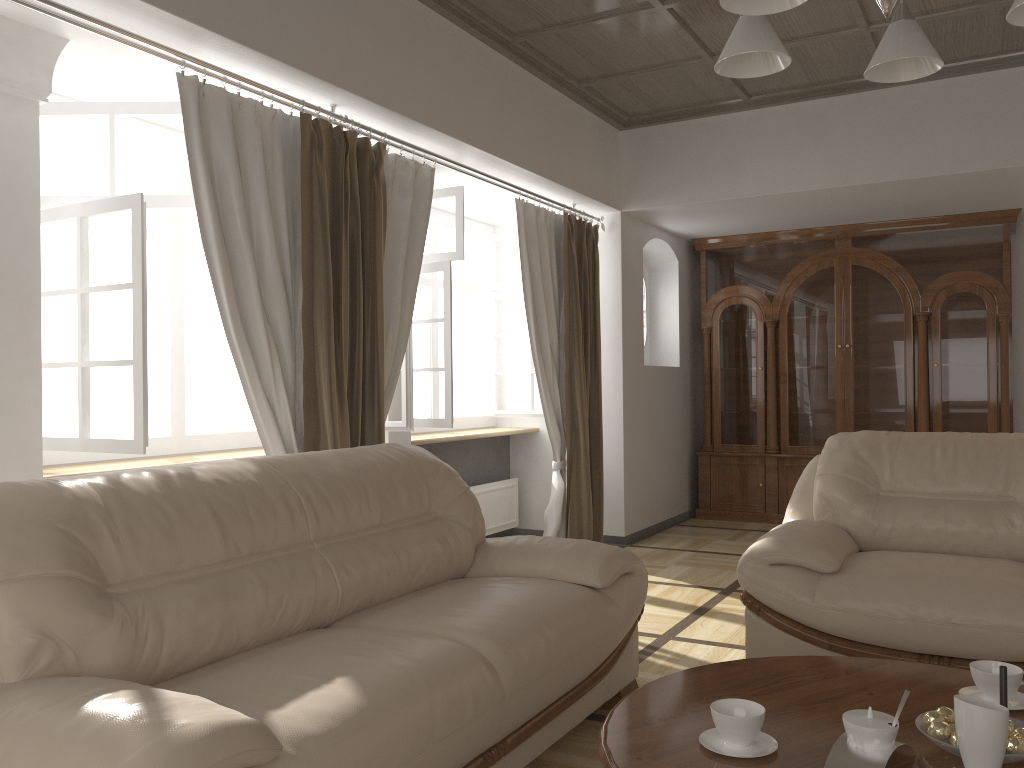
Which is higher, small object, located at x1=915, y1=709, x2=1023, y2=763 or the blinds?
the blinds

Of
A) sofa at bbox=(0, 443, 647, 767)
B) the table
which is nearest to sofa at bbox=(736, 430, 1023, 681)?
sofa at bbox=(0, 443, 647, 767)

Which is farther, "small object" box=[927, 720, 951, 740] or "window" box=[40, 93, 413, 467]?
"window" box=[40, 93, 413, 467]

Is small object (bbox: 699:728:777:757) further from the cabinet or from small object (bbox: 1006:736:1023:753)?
the cabinet

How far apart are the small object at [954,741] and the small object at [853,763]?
0.08m

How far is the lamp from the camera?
1.7 meters

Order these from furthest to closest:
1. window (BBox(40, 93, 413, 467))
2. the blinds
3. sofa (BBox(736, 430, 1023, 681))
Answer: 1. the blinds
2. window (BBox(40, 93, 413, 467))
3. sofa (BBox(736, 430, 1023, 681))

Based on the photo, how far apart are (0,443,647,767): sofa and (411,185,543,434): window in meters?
1.6

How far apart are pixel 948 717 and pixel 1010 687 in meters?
0.3

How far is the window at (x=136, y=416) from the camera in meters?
3.1
